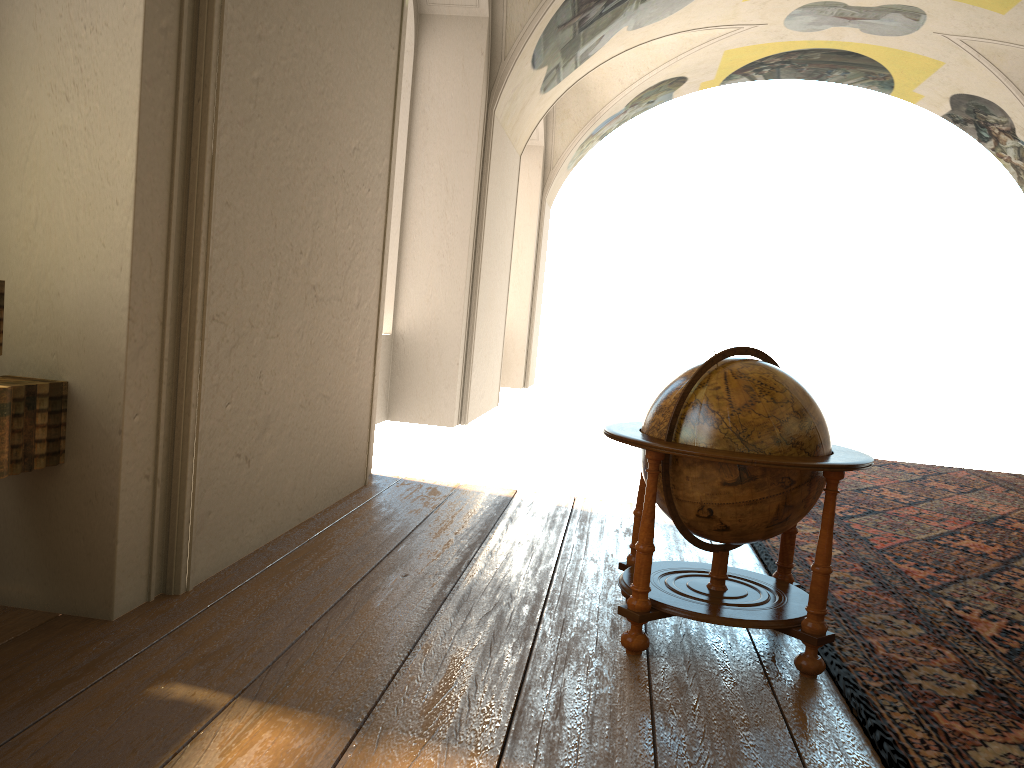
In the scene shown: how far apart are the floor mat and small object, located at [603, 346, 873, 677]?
0.07m

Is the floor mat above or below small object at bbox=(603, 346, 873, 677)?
below

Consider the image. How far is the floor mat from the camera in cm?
347

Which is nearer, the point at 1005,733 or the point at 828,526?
the point at 1005,733

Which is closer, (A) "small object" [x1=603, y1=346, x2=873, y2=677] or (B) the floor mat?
(B) the floor mat

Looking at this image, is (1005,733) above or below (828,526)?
below

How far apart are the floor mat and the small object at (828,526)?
0.1m

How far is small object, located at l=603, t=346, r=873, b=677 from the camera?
3.90m

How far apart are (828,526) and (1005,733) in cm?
101

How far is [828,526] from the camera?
3.90m
